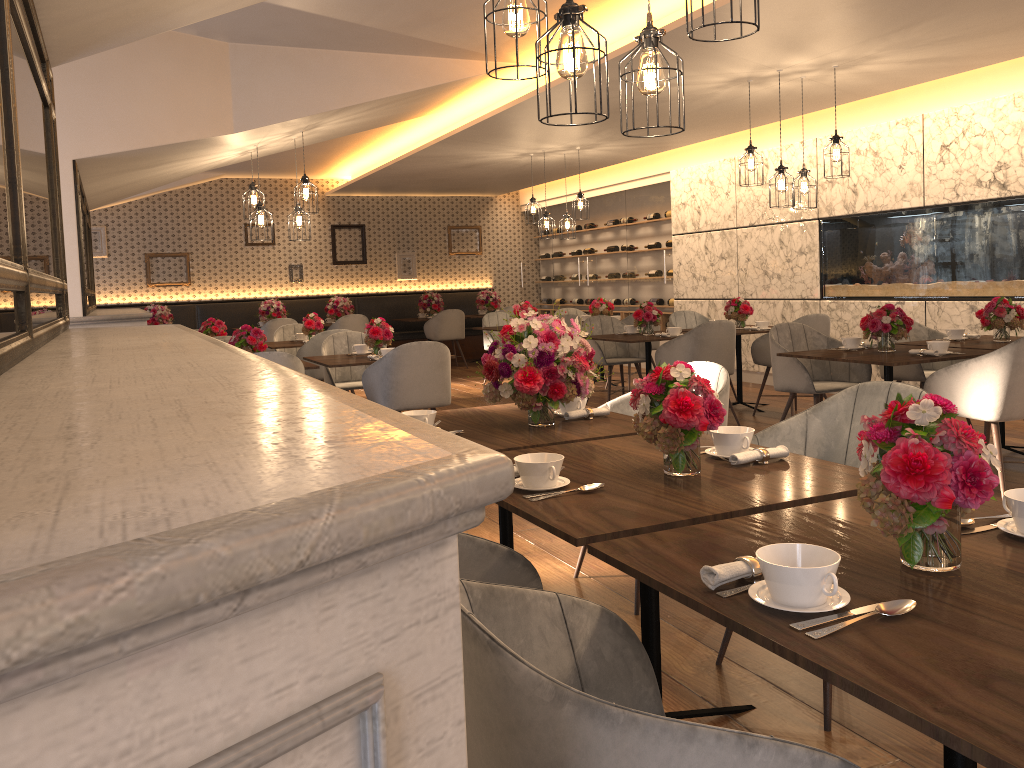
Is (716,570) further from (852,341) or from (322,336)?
(322,336)

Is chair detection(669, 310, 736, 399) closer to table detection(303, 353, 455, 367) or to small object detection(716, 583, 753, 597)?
table detection(303, 353, 455, 367)

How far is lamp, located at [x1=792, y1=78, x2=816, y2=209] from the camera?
6.5 meters

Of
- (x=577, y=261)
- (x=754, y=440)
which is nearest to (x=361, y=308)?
(x=577, y=261)

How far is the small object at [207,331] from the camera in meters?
8.0 m

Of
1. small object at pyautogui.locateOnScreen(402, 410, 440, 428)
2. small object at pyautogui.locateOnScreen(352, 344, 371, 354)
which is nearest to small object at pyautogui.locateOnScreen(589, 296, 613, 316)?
small object at pyautogui.locateOnScreen(352, 344, 371, 354)

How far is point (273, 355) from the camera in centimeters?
523cm

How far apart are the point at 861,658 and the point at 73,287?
5.10m

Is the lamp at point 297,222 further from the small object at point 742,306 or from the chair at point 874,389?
the chair at point 874,389

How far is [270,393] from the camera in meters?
0.9 m
